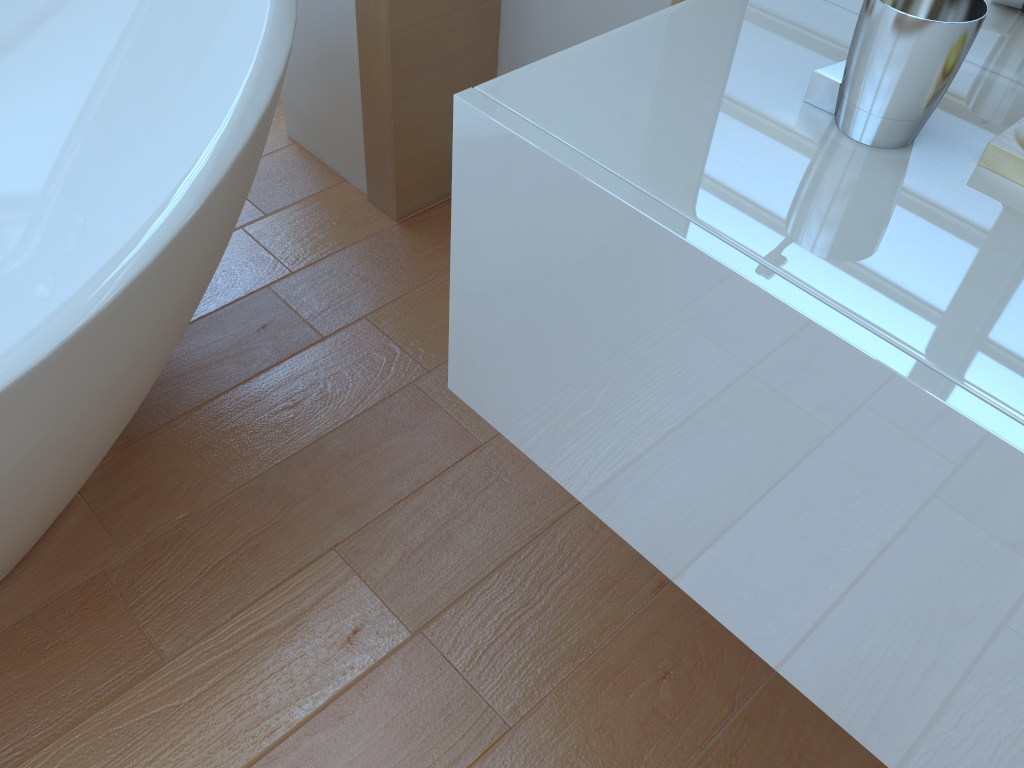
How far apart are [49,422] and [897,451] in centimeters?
82cm

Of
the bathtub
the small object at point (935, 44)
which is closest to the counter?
the small object at point (935, 44)

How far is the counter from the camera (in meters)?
0.60

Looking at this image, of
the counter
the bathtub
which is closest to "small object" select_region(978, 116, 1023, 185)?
the counter

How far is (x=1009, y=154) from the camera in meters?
0.7 m

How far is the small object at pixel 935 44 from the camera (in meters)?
0.67

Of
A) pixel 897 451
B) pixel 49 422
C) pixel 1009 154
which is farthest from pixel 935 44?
pixel 49 422

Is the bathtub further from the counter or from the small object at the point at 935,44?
the small object at the point at 935,44

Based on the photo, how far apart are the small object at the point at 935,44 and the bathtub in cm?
66

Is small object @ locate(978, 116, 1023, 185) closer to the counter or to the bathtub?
the counter
